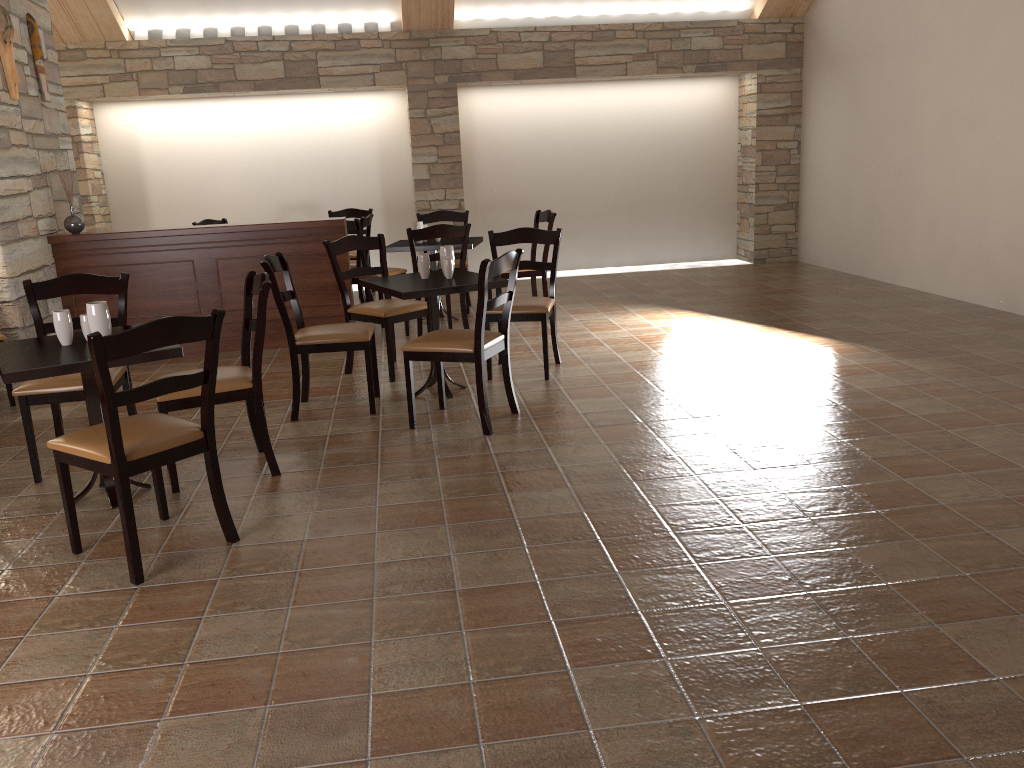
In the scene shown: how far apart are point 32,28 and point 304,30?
3.1 meters

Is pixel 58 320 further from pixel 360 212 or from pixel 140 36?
pixel 140 36

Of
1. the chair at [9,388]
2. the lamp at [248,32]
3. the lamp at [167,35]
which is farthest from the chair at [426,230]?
the lamp at [167,35]

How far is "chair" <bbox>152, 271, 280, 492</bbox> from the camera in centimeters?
362cm

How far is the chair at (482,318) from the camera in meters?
4.1

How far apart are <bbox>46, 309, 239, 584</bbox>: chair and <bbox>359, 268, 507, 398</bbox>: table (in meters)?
1.58

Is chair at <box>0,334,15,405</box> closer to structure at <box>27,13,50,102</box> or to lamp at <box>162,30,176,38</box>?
structure at <box>27,13,50,102</box>

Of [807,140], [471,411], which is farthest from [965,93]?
[471,411]

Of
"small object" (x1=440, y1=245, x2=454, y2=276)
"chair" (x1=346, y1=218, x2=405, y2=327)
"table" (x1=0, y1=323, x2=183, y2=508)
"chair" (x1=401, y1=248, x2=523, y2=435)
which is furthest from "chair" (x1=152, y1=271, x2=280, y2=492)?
"chair" (x1=346, y1=218, x2=405, y2=327)

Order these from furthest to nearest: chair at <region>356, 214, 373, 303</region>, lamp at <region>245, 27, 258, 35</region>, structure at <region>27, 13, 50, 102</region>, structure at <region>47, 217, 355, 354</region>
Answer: lamp at <region>245, 27, 258, 35</region>
chair at <region>356, 214, 373, 303</region>
structure at <region>47, 217, 355, 354</region>
structure at <region>27, 13, 50, 102</region>
